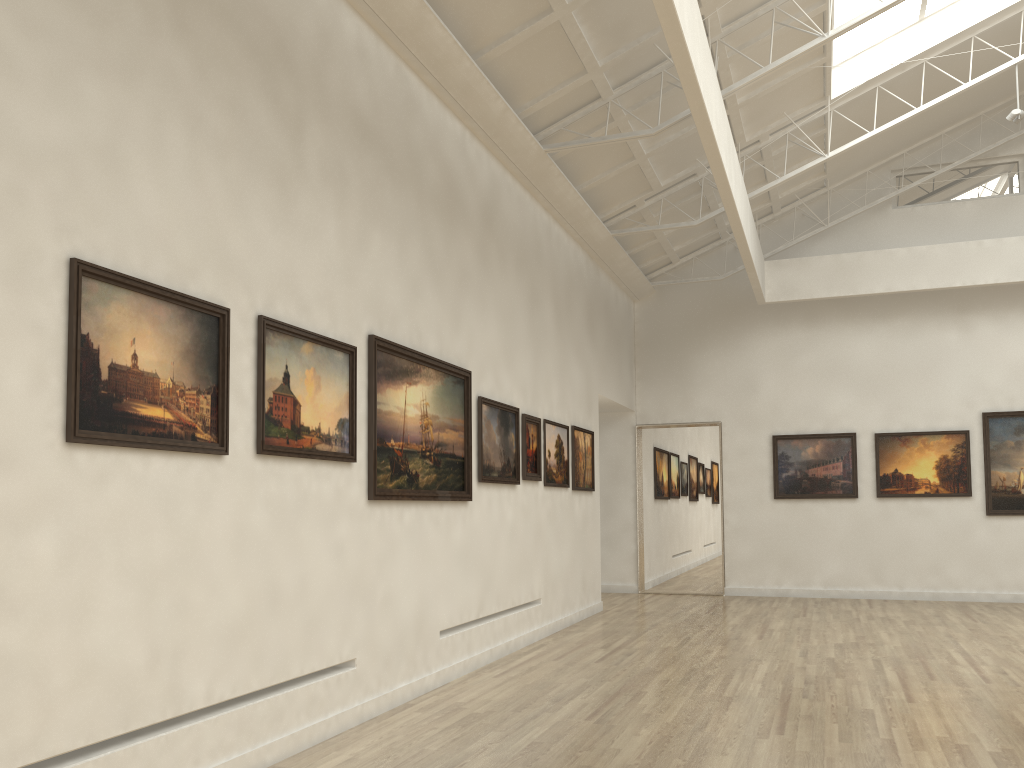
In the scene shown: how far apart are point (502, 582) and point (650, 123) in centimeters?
1066cm

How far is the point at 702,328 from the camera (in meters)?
29.30
